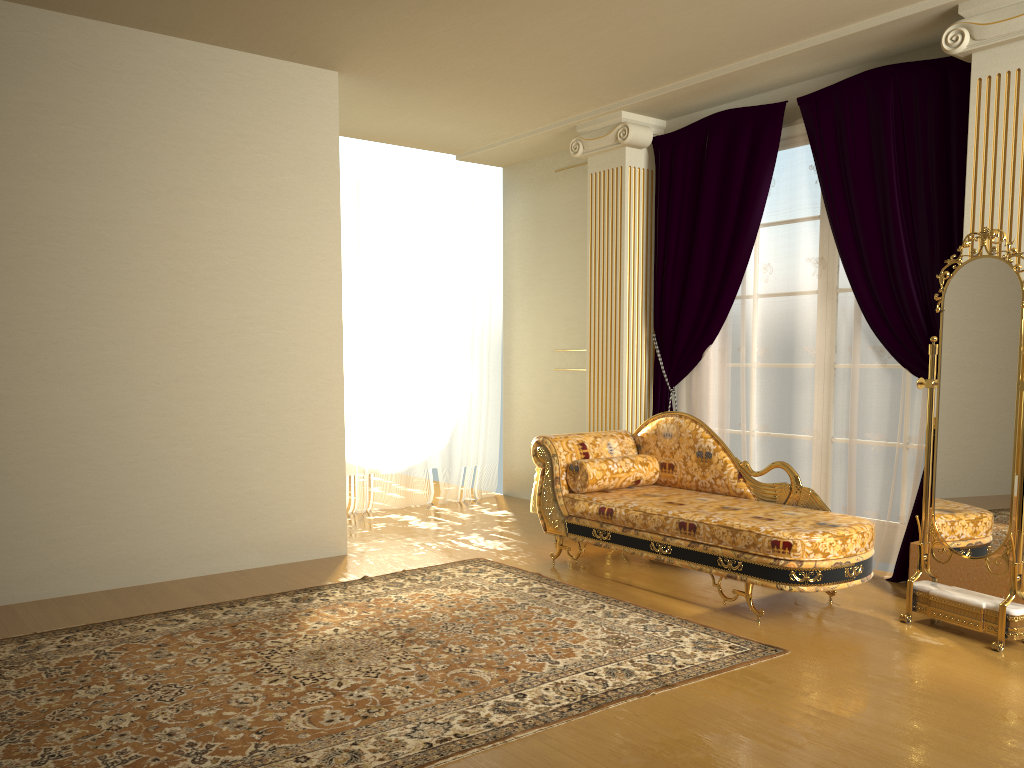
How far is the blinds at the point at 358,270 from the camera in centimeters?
662cm

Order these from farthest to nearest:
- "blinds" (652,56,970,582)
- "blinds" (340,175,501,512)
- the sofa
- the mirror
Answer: "blinds" (340,175,501,512) → "blinds" (652,56,970,582) → the sofa → the mirror

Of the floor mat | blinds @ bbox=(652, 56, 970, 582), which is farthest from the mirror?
the floor mat

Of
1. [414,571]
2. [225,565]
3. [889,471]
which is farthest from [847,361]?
[225,565]

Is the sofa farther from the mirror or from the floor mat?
the floor mat

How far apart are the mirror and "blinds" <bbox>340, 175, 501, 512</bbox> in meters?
4.0

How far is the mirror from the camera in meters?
3.5

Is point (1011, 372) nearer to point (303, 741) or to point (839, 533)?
point (839, 533)

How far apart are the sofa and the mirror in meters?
0.2

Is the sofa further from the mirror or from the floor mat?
the floor mat
